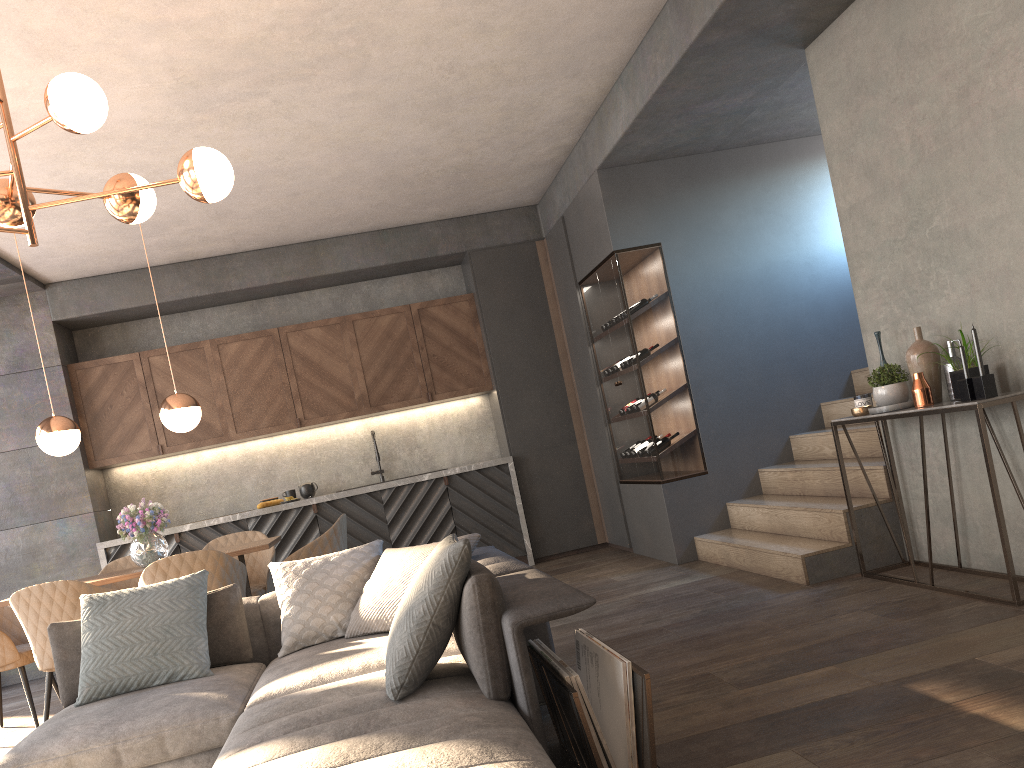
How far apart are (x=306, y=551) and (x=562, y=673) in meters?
2.9 m

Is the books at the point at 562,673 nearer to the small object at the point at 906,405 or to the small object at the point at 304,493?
the small object at the point at 906,405

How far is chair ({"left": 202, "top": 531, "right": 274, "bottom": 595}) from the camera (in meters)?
5.64

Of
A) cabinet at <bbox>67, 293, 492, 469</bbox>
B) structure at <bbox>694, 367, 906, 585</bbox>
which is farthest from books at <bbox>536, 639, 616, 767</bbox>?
cabinet at <bbox>67, 293, 492, 469</bbox>

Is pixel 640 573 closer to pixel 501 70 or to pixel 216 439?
pixel 501 70

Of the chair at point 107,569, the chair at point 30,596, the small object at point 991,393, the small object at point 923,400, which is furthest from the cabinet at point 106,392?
the small object at point 991,393

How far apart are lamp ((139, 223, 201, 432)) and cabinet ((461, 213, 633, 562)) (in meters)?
2.92

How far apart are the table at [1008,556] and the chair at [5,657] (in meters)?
4.51

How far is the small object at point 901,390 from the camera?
4.1m

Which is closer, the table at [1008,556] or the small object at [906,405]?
the table at [1008,556]
